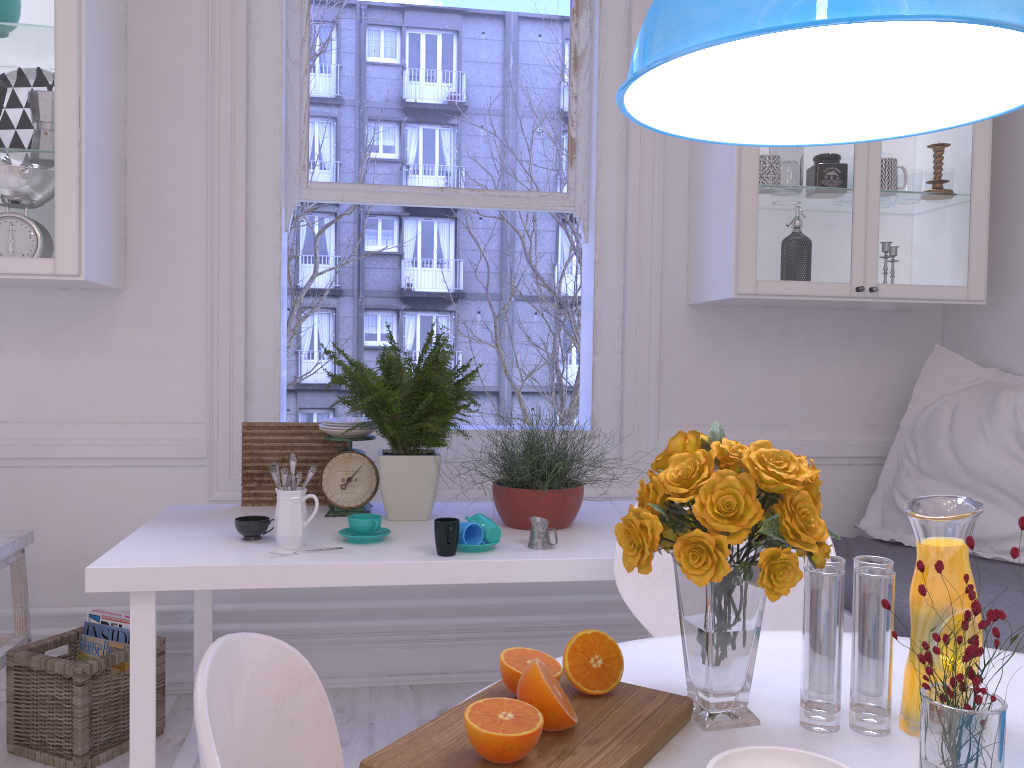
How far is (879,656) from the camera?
1.01m

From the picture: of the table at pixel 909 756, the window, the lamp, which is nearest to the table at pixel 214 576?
the window

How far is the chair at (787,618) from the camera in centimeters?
159cm

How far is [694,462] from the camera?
1.0 meters

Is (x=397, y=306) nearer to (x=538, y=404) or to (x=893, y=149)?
(x=538, y=404)

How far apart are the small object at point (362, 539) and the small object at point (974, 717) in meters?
1.3 m

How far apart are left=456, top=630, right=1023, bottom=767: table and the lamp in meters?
0.8

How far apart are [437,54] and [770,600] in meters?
2.5 m

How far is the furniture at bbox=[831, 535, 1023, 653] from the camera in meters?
2.1

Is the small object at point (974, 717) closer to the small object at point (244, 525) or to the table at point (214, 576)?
the table at point (214, 576)
